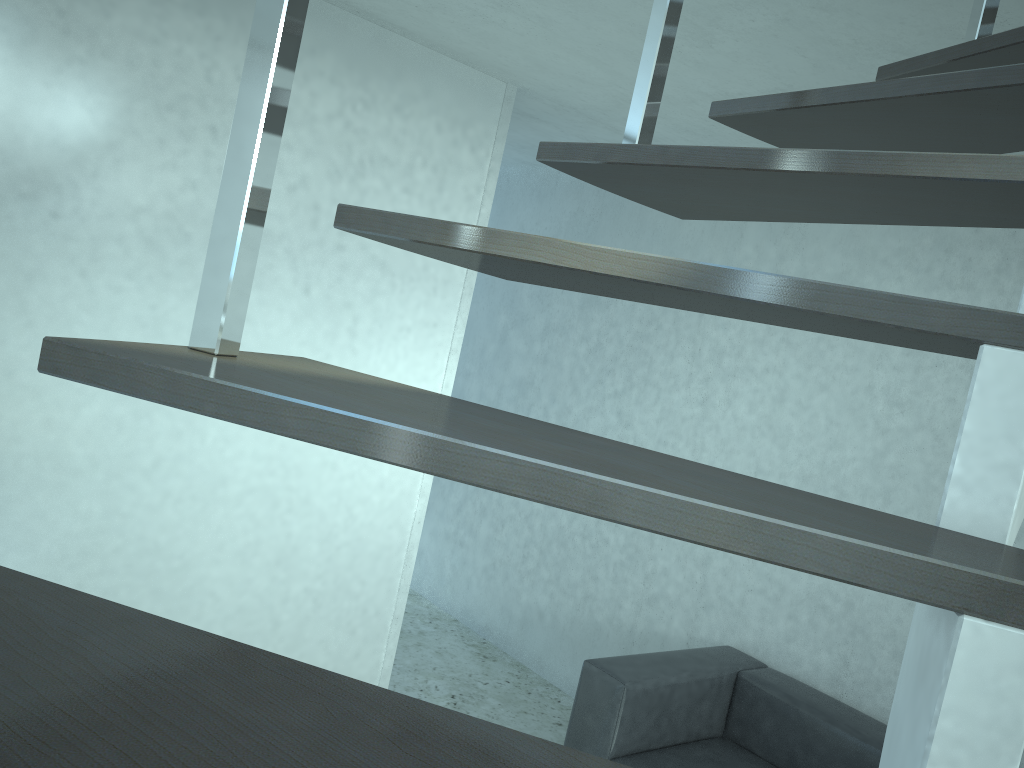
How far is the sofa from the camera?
3.2m

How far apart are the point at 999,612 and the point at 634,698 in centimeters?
294cm

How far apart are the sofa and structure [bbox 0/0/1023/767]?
2.3 meters

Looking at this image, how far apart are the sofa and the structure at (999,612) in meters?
2.3 m

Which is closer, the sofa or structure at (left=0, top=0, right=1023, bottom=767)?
structure at (left=0, top=0, right=1023, bottom=767)

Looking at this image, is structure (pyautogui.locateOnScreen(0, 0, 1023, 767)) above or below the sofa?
above

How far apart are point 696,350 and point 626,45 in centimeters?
177cm

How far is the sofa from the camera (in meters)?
3.22

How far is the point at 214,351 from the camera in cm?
71

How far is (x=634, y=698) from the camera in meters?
3.2 m
